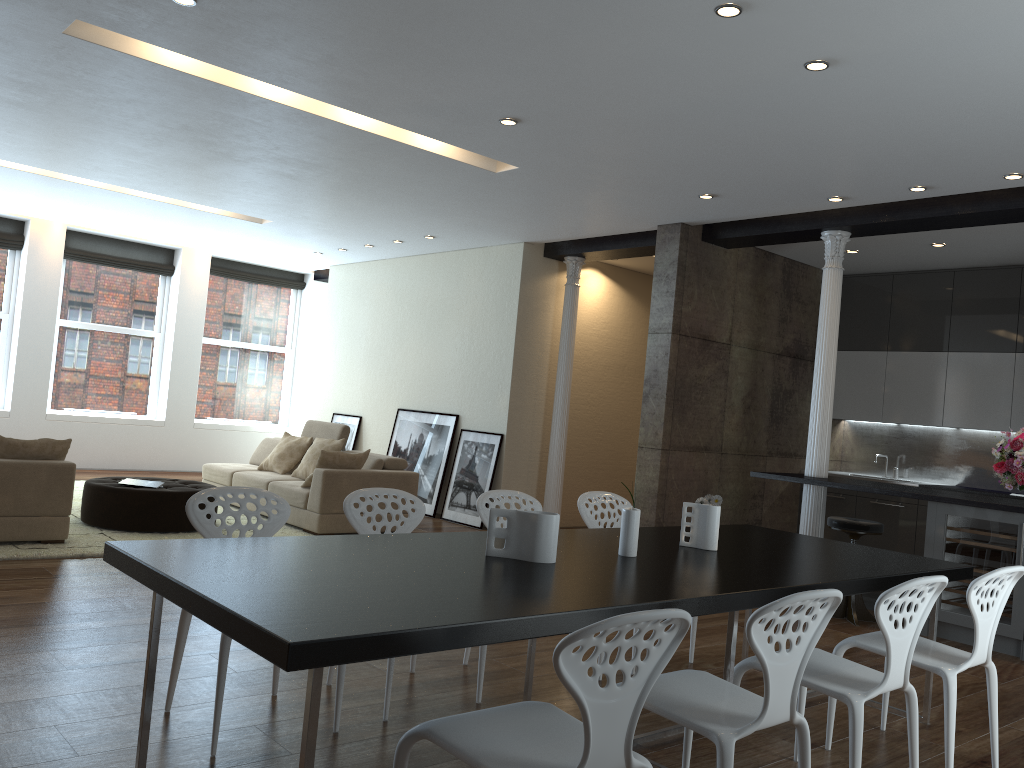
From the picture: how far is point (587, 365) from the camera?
9.9m

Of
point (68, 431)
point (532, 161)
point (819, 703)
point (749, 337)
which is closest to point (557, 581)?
point (819, 703)

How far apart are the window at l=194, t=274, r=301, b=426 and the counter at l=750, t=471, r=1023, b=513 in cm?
836

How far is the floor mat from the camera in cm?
583

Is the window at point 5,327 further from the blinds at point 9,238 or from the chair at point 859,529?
the chair at point 859,529

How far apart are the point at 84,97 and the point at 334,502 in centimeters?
365cm

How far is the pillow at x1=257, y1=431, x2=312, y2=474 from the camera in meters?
8.9

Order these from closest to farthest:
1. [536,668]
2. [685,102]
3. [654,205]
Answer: [536,668], [685,102], [654,205]

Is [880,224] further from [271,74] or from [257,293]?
[257,293]

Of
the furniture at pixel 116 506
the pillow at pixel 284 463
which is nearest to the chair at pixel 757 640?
the furniture at pixel 116 506
